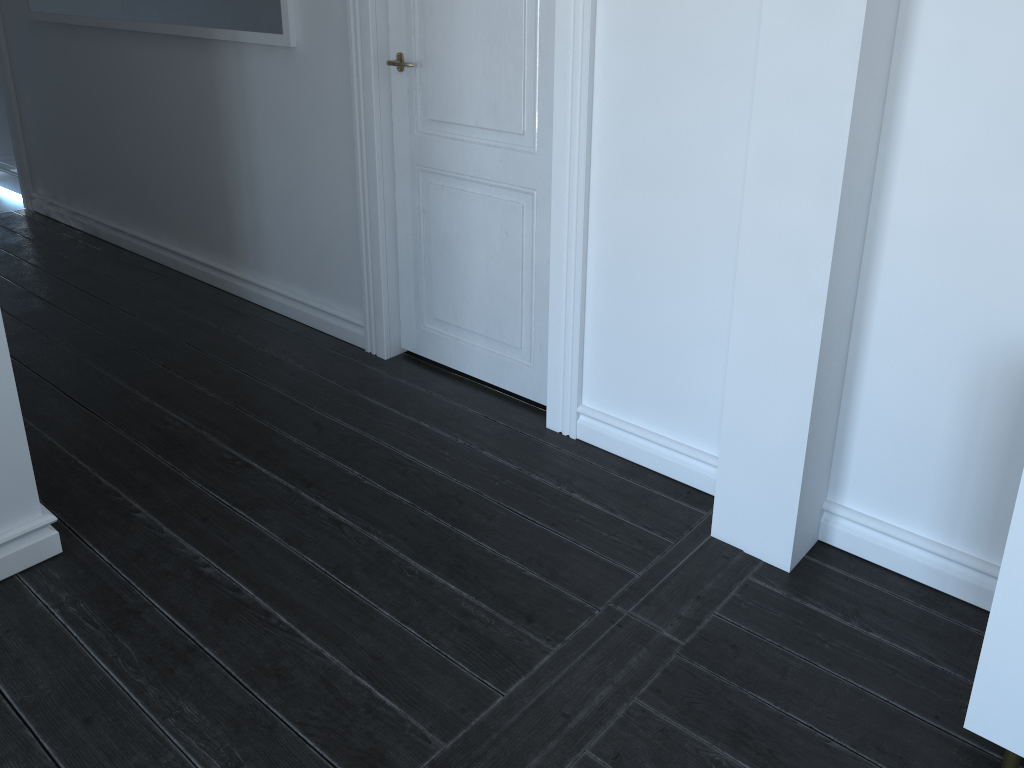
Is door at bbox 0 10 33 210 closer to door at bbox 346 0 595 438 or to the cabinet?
door at bbox 346 0 595 438

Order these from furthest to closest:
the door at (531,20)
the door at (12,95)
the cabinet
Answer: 1. the door at (12,95)
2. the door at (531,20)
3. the cabinet

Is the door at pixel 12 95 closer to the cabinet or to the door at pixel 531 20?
the door at pixel 531 20

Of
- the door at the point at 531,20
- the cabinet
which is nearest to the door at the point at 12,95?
the door at the point at 531,20

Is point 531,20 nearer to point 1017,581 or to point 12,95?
point 1017,581

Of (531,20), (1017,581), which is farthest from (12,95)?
(1017,581)

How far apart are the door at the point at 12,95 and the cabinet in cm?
549

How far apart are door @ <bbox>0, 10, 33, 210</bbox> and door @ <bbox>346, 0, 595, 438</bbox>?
3.1m

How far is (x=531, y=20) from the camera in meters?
2.6

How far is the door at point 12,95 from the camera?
5.1 meters
